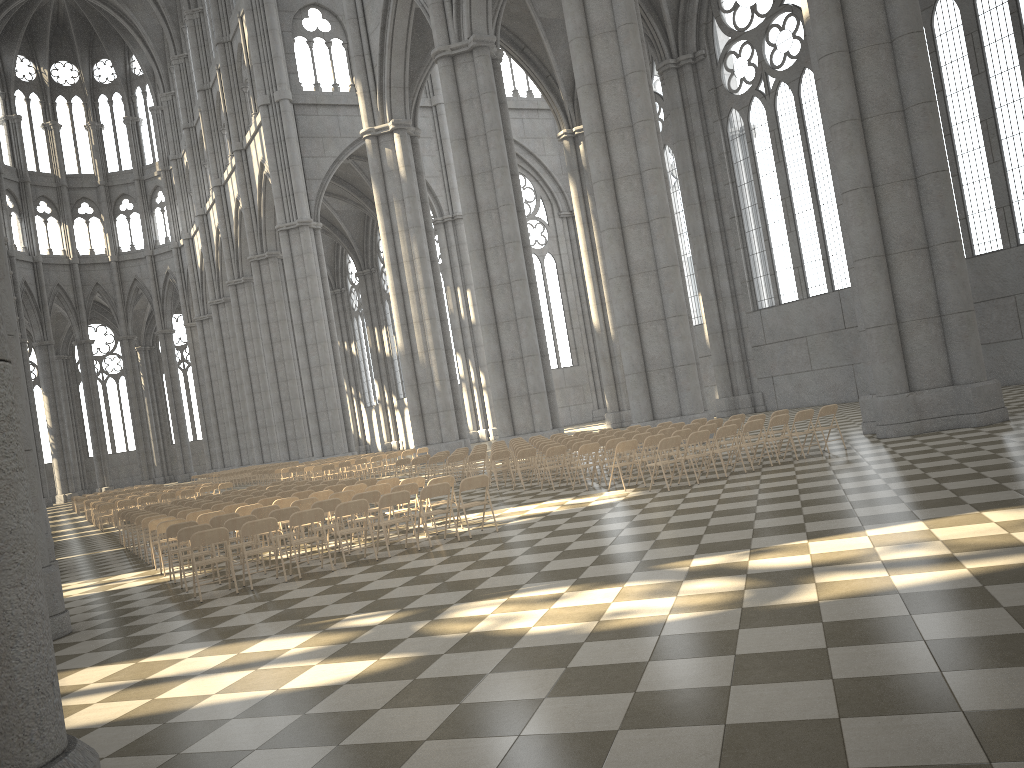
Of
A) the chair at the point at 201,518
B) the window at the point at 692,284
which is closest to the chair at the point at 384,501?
the chair at the point at 201,518

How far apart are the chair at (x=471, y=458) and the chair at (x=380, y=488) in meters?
5.9

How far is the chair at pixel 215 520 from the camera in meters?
12.7 m

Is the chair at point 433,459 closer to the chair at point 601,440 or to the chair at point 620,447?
the chair at point 601,440

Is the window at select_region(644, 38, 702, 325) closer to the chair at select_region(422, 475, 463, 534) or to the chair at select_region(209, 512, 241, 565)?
the chair at select_region(422, 475, 463, 534)

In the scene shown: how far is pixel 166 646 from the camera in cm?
809

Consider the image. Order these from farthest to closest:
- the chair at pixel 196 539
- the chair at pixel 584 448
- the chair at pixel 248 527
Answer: the chair at pixel 584 448, the chair at pixel 248 527, the chair at pixel 196 539

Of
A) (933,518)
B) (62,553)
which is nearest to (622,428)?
(62,553)

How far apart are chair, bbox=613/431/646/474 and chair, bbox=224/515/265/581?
8.2 meters

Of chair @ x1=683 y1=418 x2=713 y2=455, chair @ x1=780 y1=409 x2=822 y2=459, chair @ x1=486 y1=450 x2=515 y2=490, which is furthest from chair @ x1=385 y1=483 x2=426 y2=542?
chair @ x1=683 y1=418 x2=713 y2=455
